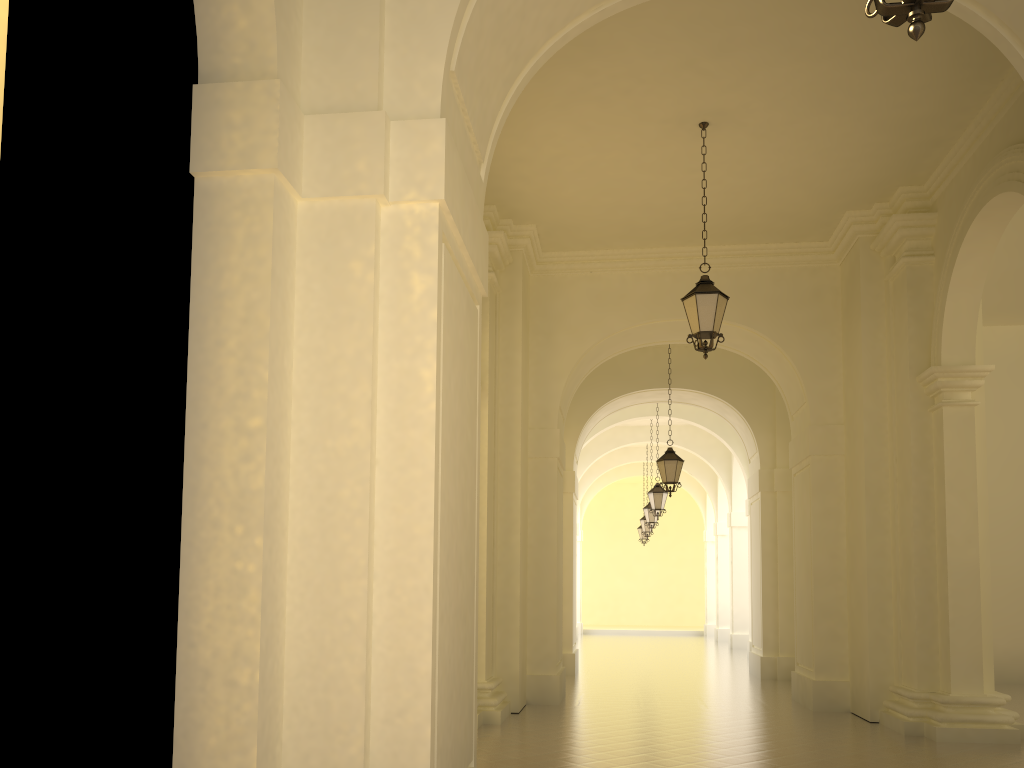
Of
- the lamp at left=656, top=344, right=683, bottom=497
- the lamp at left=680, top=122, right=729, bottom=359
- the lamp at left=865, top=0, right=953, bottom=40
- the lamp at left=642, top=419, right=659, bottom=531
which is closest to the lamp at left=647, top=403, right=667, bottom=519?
the lamp at left=642, top=419, right=659, bottom=531

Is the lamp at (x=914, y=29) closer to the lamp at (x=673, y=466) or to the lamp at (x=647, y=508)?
the lamp at (x=673, y=466)

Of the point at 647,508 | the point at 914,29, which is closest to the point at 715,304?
the point at 914,29

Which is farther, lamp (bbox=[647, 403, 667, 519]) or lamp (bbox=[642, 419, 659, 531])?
lamp (bbox=[642, 419, 659, 531])

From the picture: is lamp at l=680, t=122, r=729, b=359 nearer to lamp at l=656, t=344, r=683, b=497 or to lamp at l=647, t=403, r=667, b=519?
lamp at l=656, t=344, r=683, b=497

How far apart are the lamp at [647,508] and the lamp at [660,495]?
3.8 meters

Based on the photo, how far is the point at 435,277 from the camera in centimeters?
453cm

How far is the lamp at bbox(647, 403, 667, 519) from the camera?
20.2m

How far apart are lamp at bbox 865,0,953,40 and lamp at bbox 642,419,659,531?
21.6 meters

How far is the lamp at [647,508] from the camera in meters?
23.9 m
